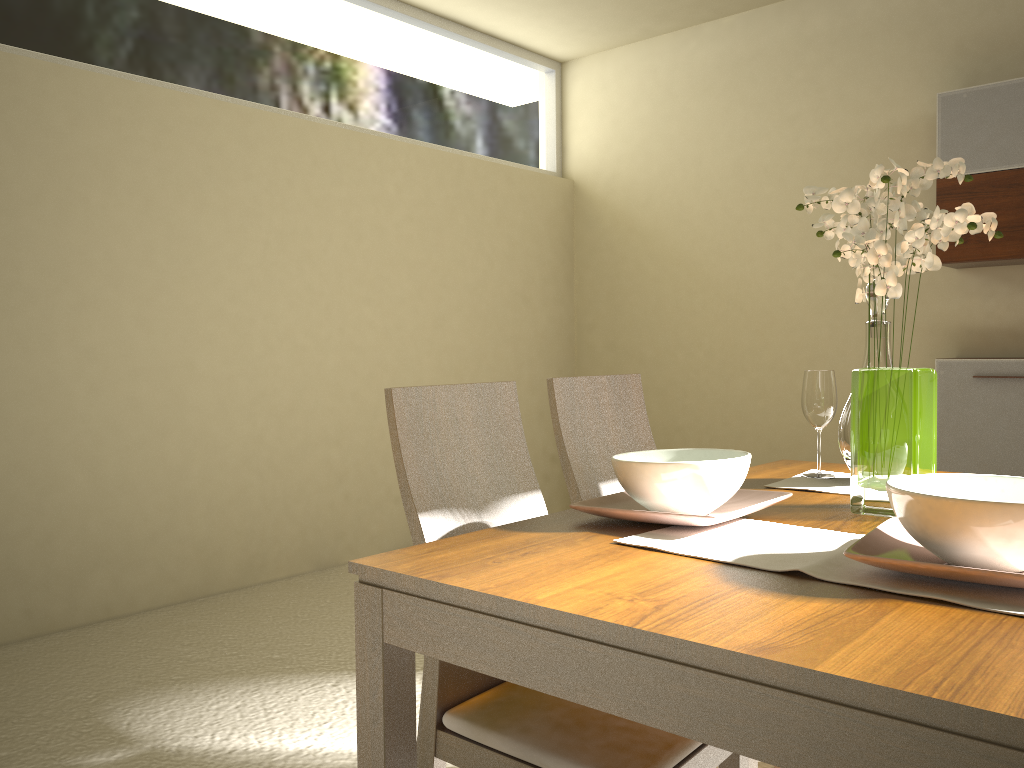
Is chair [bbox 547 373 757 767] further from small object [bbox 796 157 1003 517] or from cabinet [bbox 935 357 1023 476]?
cabinet [bbox 935 357 1023 476]

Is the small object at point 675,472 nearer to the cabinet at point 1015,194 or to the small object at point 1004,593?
the small object at point 1004,593

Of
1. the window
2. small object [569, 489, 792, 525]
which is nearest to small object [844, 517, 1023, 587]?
small object [569, 489, 792, 525]

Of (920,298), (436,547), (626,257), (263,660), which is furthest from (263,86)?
(436,547)

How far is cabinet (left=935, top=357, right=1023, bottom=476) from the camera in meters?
3.9

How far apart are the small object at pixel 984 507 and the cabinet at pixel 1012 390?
3.11m

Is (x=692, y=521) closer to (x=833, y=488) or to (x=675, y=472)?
(x=675, y=472)

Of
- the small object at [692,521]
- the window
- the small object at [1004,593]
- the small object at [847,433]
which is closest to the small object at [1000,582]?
the small object at [1004,593]

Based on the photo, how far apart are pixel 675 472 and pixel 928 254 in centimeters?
55cm

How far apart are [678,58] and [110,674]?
4.5m
